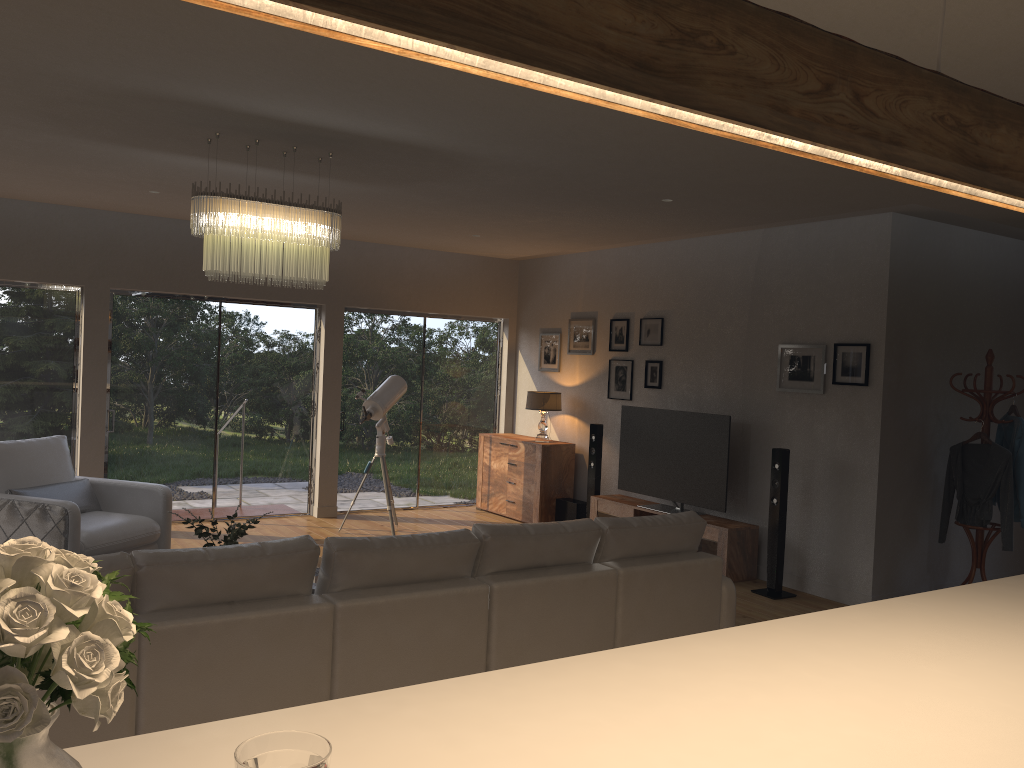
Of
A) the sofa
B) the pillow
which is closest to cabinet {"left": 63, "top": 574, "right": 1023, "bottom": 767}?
the sofa

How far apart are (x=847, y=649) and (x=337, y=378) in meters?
7.3

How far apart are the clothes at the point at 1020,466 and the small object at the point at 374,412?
4.9m

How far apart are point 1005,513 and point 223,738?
6.0 meters

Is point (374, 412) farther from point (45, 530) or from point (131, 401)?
point (45, 530)

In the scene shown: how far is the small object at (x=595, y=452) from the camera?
8.4 meters

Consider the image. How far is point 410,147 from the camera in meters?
4.7

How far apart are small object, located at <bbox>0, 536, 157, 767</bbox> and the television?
6.4 meters

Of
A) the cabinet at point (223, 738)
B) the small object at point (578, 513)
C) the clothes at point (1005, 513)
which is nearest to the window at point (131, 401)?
the small object at point (578, 513)

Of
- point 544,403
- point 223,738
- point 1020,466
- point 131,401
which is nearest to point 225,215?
point 223,738
